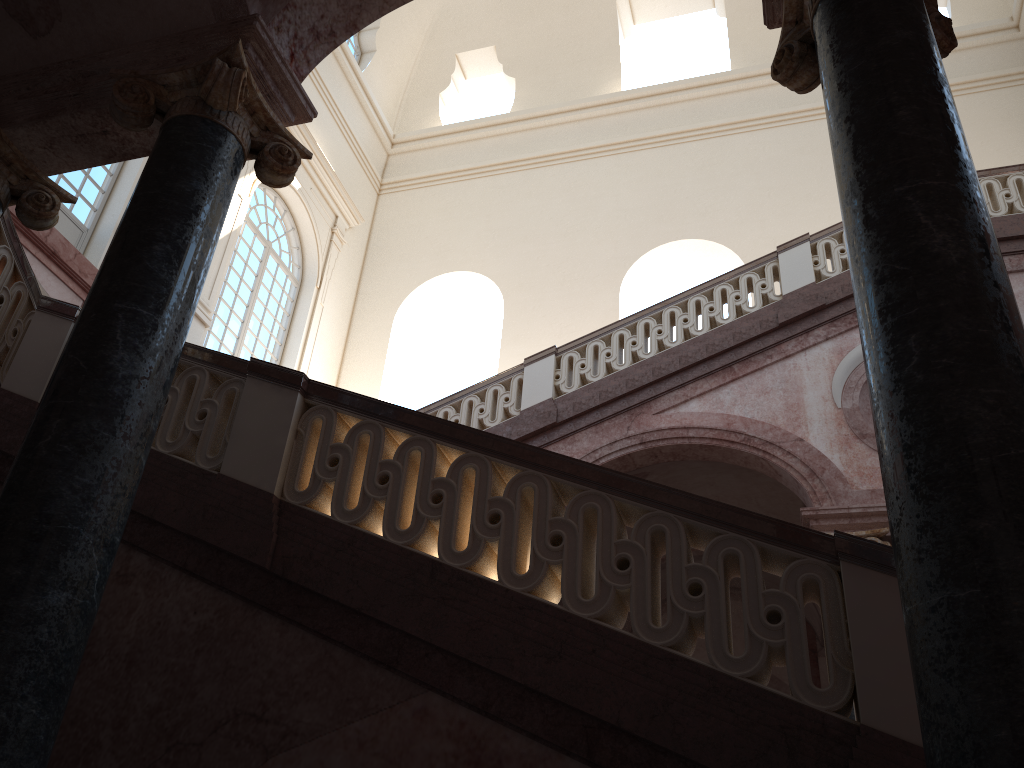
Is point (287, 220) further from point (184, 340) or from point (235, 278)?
point (184, 340)

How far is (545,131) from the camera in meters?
18.1
